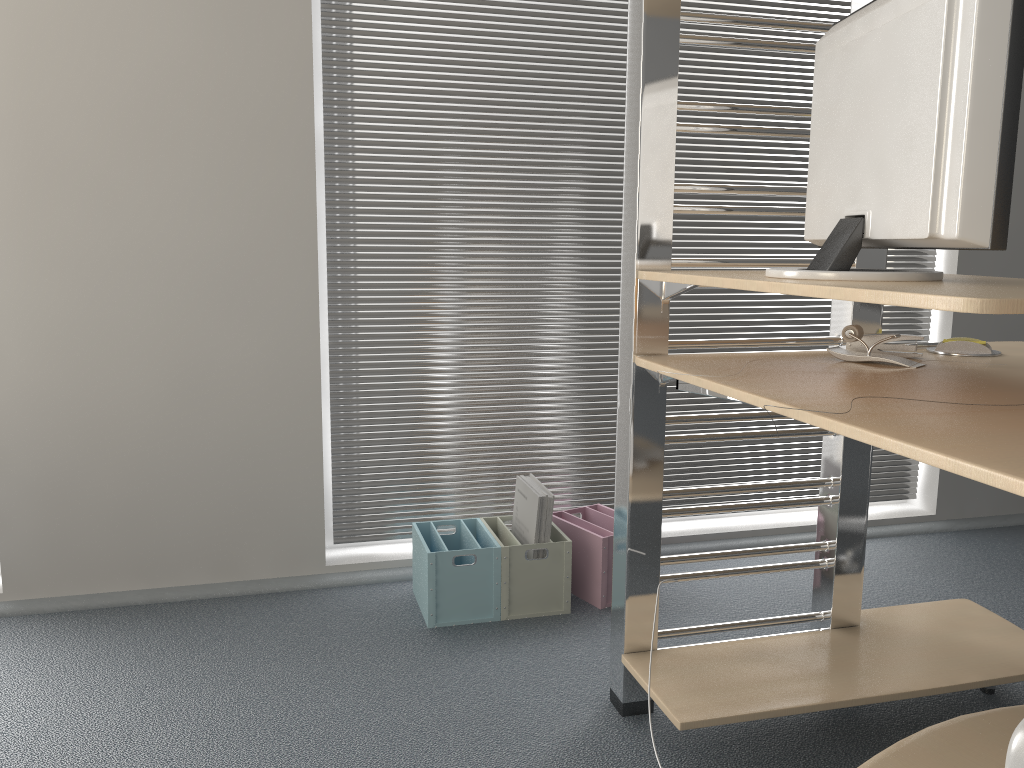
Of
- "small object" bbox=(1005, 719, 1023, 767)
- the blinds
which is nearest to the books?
the blinds

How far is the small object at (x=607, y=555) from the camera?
2.3m

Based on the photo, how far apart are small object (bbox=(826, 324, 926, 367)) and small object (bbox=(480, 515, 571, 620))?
0.9m

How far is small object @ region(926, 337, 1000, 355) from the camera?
1.7m

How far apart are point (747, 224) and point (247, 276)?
1.5 meters

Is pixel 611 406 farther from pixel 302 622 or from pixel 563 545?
pixel 302 622

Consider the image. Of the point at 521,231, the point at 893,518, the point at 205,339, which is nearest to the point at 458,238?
the point at 521,231

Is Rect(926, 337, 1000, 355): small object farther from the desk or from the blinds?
the blinds

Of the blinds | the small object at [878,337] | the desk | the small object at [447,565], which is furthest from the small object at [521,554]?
the small object at [878,337]

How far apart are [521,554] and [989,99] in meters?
1.5 m
